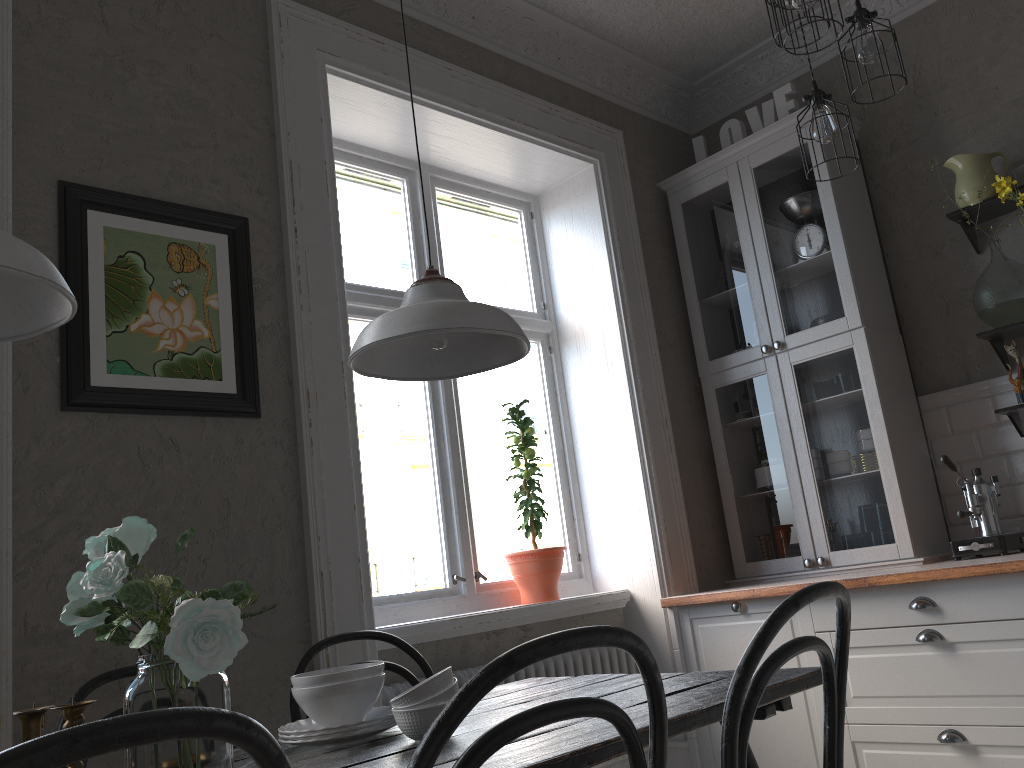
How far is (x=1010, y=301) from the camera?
3.2m

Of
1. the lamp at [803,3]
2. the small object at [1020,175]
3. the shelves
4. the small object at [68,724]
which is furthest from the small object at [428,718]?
the small object at [1020,175]

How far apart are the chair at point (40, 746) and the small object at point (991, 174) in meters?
3.3

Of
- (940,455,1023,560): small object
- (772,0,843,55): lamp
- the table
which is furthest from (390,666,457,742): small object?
(940,455,1023,560): small object

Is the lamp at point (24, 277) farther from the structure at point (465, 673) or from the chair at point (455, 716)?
the structure at point (465, 673)

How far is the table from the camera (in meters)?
1.33

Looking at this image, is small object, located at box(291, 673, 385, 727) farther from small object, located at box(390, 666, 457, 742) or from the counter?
the counter

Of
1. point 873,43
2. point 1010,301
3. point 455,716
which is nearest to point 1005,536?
point 1010,301

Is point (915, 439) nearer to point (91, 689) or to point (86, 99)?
point (91, 689)

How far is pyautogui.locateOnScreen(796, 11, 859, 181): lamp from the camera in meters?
2.5 m
